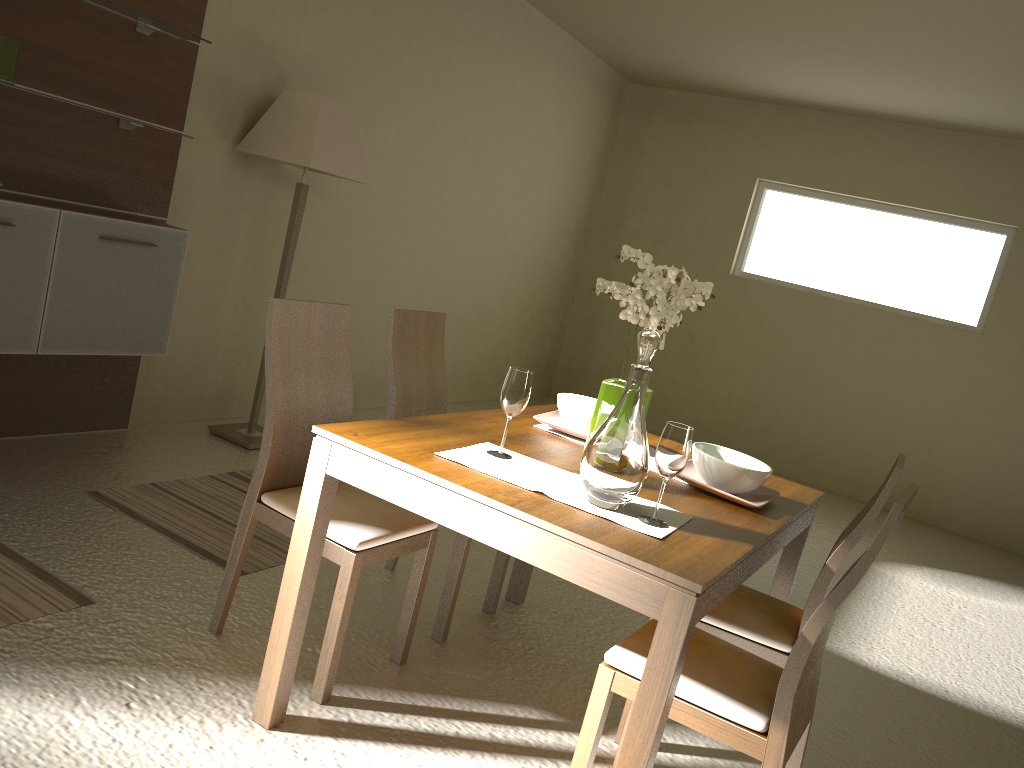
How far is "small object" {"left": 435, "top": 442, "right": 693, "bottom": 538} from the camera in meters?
2.0 m

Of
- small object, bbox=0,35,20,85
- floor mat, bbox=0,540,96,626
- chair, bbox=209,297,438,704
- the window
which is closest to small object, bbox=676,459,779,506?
chair, bbox=209,297,438,704

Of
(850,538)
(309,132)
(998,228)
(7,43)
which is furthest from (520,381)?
(998,228)

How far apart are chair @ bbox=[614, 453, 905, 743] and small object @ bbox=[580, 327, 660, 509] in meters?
0.6

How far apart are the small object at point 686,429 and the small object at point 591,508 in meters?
0.0 m

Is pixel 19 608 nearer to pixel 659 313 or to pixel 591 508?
pixel 591 508

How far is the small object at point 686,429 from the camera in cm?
197

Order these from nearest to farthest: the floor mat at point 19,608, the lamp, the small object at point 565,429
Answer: the floor mat at point 19,608 < the small object at point 565,429 < the lamp

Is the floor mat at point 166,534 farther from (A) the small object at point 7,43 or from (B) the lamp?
(A) the small object at point 7,43

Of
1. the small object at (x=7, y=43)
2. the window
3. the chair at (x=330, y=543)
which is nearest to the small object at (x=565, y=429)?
the chair at (x=330, y=543)
